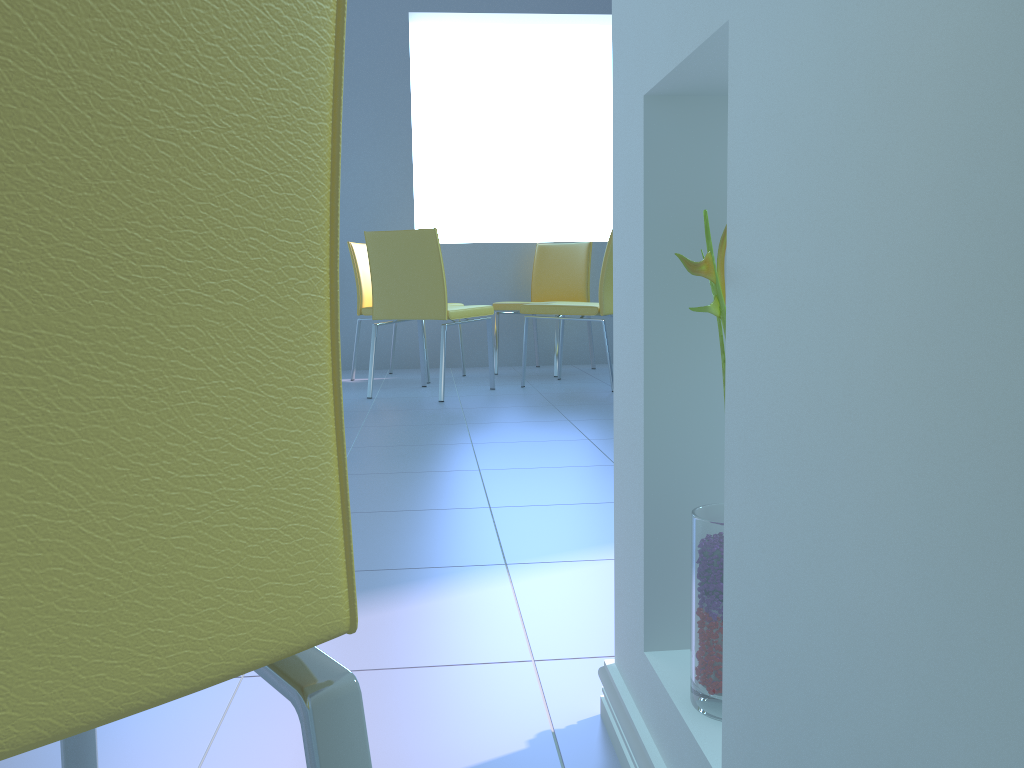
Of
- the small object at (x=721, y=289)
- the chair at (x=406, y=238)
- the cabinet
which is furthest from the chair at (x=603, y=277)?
the small object at (x=721, y=289)

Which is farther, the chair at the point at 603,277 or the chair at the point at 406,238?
the chair at the point at 603,277

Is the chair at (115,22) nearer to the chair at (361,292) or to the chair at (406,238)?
the chair at (406,238)

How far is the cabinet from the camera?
0.3 meters

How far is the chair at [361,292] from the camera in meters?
4.4

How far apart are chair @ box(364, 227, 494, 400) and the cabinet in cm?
272

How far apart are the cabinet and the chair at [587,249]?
3.7 meters

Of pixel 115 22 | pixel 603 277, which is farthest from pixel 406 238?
pixel 115 22

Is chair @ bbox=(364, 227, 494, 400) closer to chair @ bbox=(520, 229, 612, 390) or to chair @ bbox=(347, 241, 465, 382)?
chair @ bbox=(520, 229, 612, 390)

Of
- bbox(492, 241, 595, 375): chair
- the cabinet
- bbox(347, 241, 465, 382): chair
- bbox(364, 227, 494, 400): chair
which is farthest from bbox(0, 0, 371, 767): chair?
bbox(492, 241, 595, 375): chair
